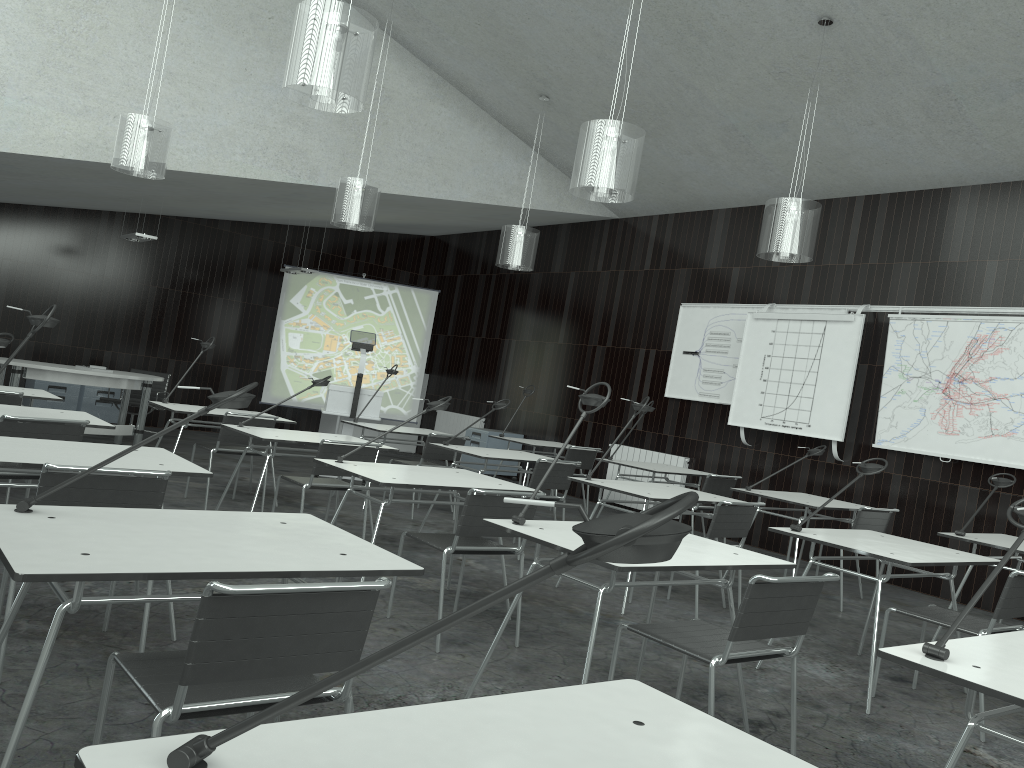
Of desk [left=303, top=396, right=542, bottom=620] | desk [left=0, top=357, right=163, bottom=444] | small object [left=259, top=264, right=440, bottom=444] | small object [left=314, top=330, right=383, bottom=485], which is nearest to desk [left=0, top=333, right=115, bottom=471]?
desk [left=303, top=396, right=542, bottom=620]

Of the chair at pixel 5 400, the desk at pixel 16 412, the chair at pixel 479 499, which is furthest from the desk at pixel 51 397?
the chair at pixel 479 499

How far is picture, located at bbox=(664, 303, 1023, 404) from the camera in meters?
8.6

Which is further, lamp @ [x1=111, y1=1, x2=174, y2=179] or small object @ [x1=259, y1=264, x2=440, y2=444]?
small object @ [x1=259, y1=264, x2=440, y2=444]

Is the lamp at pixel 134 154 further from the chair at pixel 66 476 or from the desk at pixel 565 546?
the desk at pixel 565 546

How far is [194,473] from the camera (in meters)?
3.25

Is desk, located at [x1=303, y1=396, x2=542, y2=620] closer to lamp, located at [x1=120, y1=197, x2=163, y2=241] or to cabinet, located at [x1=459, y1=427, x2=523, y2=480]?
lamp, located at [x1=120, y1=197, x2=163, y2=241]

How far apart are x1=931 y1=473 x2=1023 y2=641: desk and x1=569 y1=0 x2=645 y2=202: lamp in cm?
268

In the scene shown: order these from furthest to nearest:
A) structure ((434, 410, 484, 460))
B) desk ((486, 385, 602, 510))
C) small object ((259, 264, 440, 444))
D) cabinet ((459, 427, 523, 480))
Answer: structure ((434, 410, 484, 460)) → small object ((259, 264, 440, 444)) → cabinet ((459, 427, 523, 480)) → desk ((486, 385, 602, 510))

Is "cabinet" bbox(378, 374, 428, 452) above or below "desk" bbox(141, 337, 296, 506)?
below
